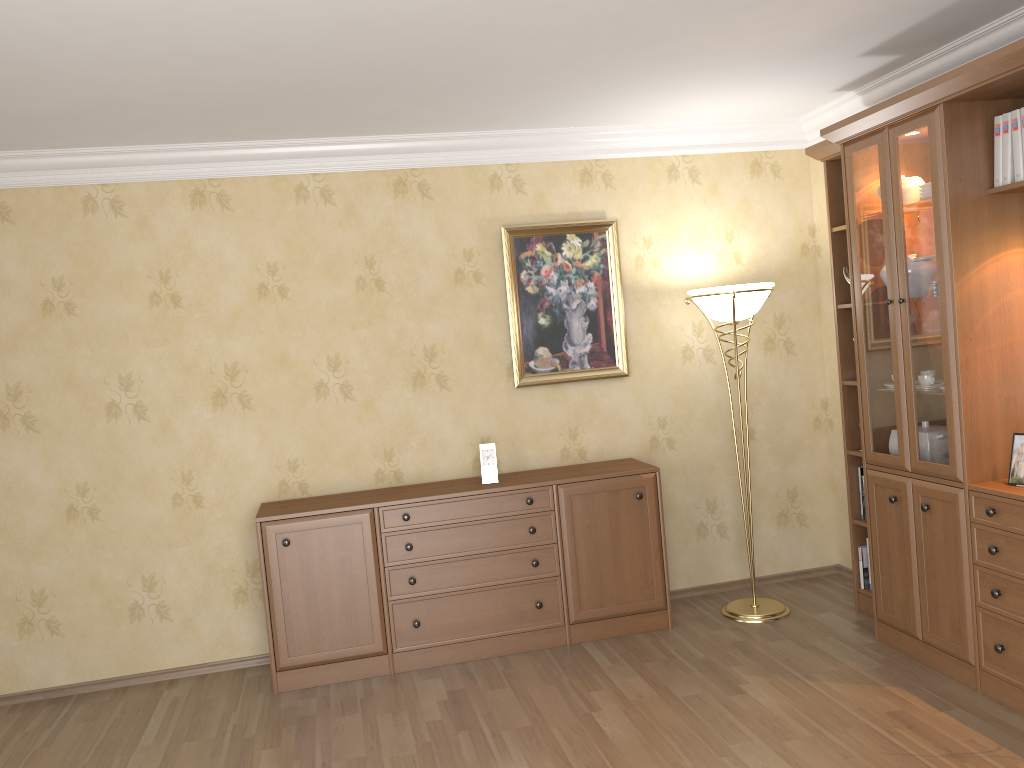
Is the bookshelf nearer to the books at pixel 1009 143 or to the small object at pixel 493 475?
the books at pixel 1009 143

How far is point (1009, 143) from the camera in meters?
3.3 m

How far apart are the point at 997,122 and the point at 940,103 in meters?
0.2 m

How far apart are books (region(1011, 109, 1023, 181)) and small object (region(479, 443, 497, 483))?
2.5 meters

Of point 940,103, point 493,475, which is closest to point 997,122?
point 940,103

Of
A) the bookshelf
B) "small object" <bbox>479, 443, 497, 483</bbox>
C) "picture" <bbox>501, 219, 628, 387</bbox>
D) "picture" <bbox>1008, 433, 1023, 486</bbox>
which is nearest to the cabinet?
"small object" <bbox>479, 443, 497, 483</bbox>

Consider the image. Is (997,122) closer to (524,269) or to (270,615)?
(524,269)

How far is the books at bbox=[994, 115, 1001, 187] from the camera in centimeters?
330cm

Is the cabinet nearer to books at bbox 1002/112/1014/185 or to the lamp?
the lamp

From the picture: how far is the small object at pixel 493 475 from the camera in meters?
4.4 m
